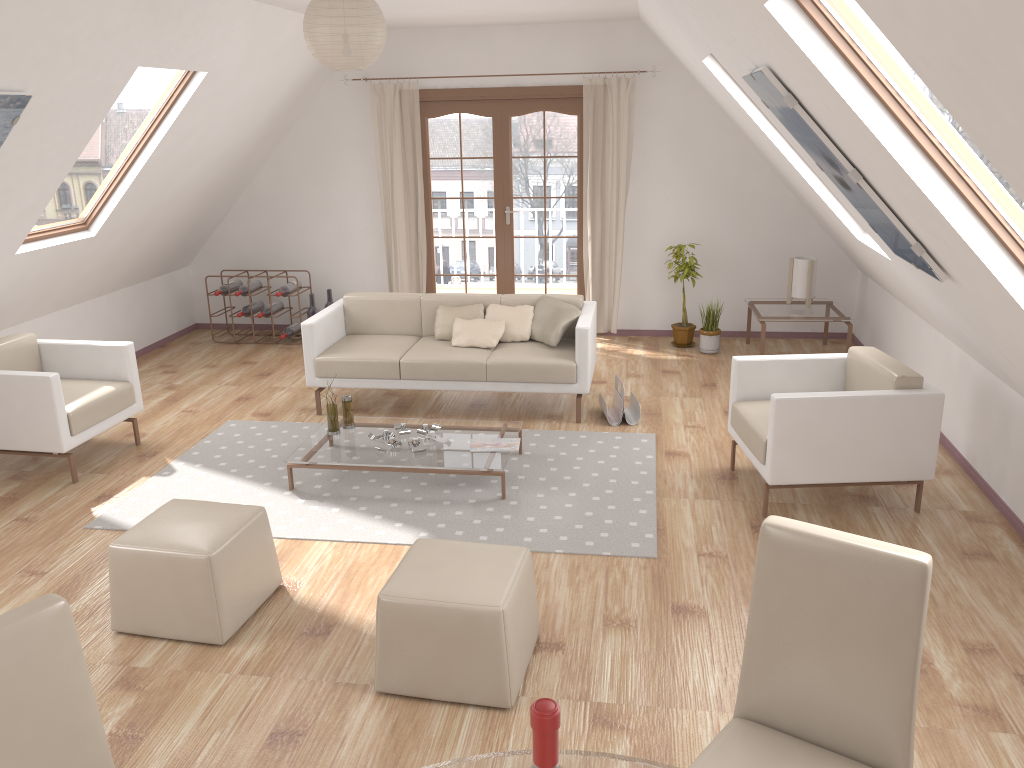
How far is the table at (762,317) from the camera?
6.7m

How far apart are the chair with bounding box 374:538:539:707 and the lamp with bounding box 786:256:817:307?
4.56m

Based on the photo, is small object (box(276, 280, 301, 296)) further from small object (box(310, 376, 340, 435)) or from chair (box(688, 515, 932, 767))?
chair (box(688, 515, 932, 767))

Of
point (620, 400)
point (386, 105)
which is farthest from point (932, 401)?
point (386, 105)

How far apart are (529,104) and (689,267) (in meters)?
1.92

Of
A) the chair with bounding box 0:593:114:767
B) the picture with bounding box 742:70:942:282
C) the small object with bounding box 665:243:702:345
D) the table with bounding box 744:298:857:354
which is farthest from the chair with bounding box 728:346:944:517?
the chair with bounding box 0:593:114:767

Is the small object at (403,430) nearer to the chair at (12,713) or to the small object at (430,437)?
the small object at (430,437)

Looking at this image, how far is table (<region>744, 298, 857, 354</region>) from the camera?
6.7 meters

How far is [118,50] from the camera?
4.54m

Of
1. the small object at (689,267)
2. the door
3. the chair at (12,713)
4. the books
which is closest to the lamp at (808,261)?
the small object at (689,267)
